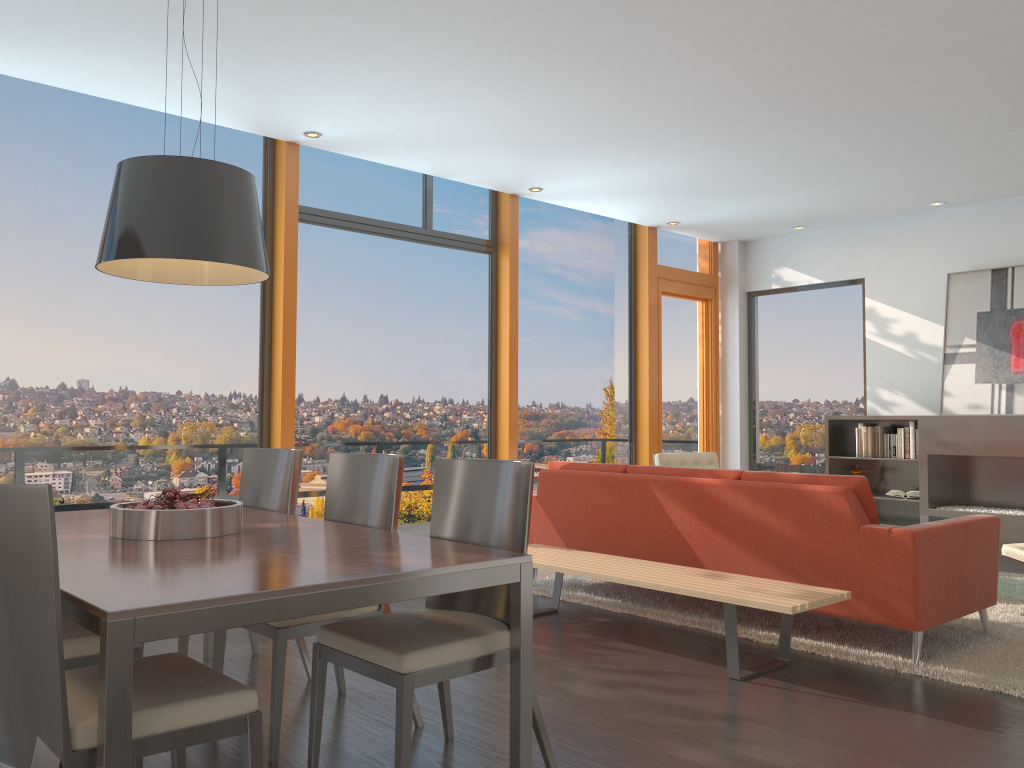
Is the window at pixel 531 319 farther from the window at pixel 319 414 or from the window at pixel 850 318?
the window at pixel 850 318

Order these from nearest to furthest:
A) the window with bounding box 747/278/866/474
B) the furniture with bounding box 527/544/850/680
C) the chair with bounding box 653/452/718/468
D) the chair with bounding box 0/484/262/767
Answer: the chair with bounding box 0/484/262/767 < the furniture with bounding box 527/544/850/680 < the chair with bounding box 653/452/718/468 < the window with bounding box 747/278/866/474

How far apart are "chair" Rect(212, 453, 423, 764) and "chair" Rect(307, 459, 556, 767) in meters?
0.2 m

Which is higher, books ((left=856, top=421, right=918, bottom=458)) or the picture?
the picture

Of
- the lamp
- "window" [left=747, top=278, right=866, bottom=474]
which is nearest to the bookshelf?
"window" [left=747, top=278, right=866, bottom=474]

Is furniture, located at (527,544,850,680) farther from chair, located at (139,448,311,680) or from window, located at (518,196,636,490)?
window, located at (518,196,636,490)

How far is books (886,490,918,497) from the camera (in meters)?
8.05

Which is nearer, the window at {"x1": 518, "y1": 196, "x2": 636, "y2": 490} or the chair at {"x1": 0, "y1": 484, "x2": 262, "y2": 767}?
the chair at {"x1": 0, "y1": 484, "x2": 262, "y2": 767}

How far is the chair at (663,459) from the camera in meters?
7.5

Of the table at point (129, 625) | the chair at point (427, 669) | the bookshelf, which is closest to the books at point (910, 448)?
the bookshelf
